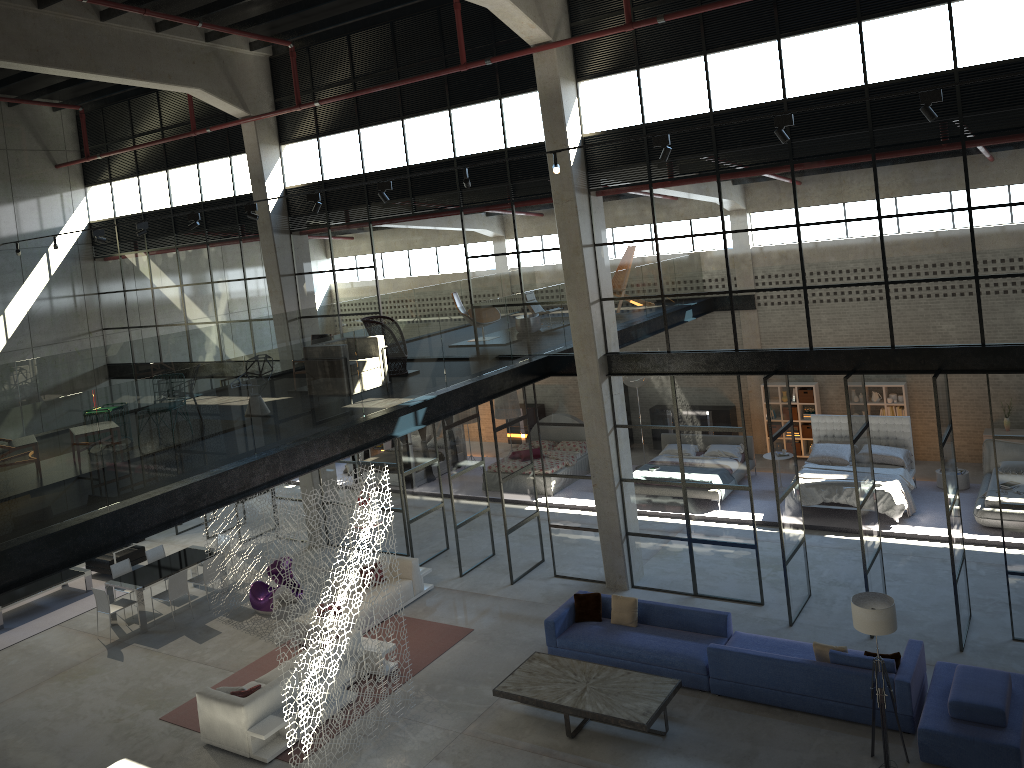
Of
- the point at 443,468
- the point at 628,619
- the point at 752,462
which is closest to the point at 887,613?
the point at 628,619

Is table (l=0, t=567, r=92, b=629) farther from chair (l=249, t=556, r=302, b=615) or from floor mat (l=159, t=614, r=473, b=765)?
floor mat (l=159, t=614, r=473, b=765)

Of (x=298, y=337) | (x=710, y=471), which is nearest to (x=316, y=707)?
(x=710, y=471)

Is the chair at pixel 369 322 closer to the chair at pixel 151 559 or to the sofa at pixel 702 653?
the sofa at pixel 702 653

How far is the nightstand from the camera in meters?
17.1 m

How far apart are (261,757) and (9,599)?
8.2m

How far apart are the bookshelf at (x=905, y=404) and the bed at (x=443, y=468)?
10.7m

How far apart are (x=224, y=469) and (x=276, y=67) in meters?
10.5 m

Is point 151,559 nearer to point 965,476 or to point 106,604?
point 106,604

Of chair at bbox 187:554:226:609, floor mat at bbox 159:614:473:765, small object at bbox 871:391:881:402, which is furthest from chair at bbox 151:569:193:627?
small object at bbox 871:391:881:402
